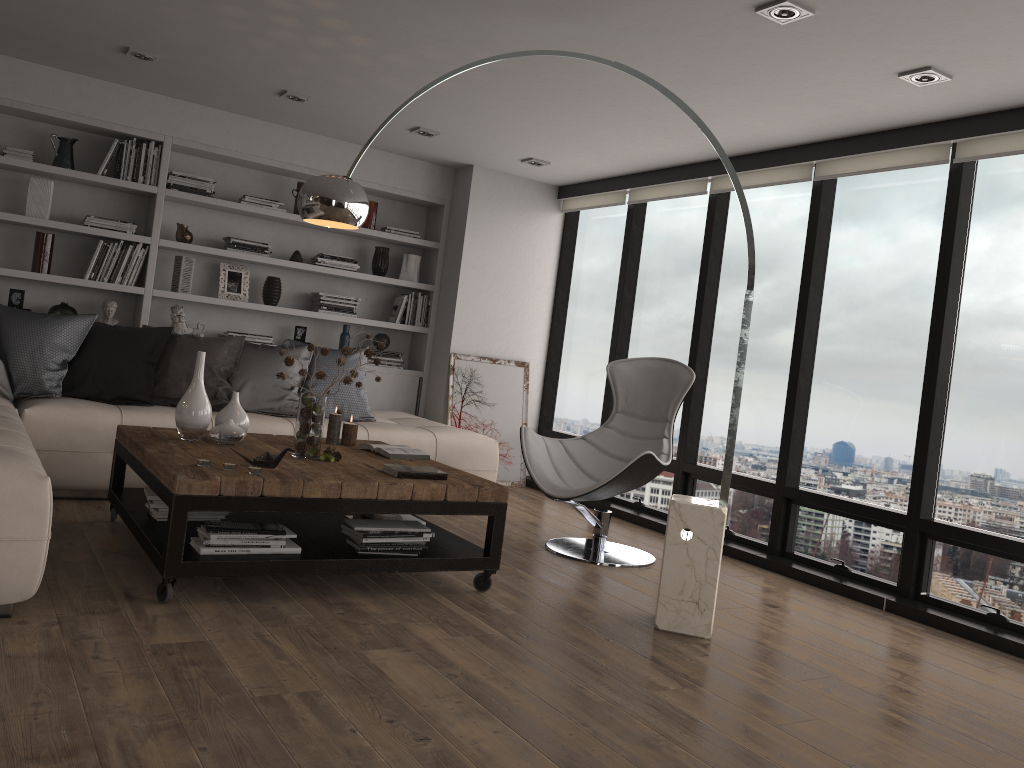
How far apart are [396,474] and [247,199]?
3.4 meters

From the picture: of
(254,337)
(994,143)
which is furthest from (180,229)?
(994,143)

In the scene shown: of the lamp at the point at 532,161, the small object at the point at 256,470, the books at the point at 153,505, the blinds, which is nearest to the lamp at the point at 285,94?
the lamp at the point at 532,161

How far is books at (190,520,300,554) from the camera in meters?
3.2

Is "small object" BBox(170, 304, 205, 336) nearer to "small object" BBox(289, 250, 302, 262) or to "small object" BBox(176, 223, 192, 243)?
"small object" BBox(176, 223, 192, 243)

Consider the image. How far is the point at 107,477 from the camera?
4.54m

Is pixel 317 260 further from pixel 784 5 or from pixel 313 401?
pixel 784 5

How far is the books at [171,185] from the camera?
6.0 meters

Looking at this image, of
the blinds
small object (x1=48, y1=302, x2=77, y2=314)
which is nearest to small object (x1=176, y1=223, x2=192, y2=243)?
small object (x1=48, y1=302, x2=77, y2=314)

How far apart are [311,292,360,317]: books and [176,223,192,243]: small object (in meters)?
0.99
